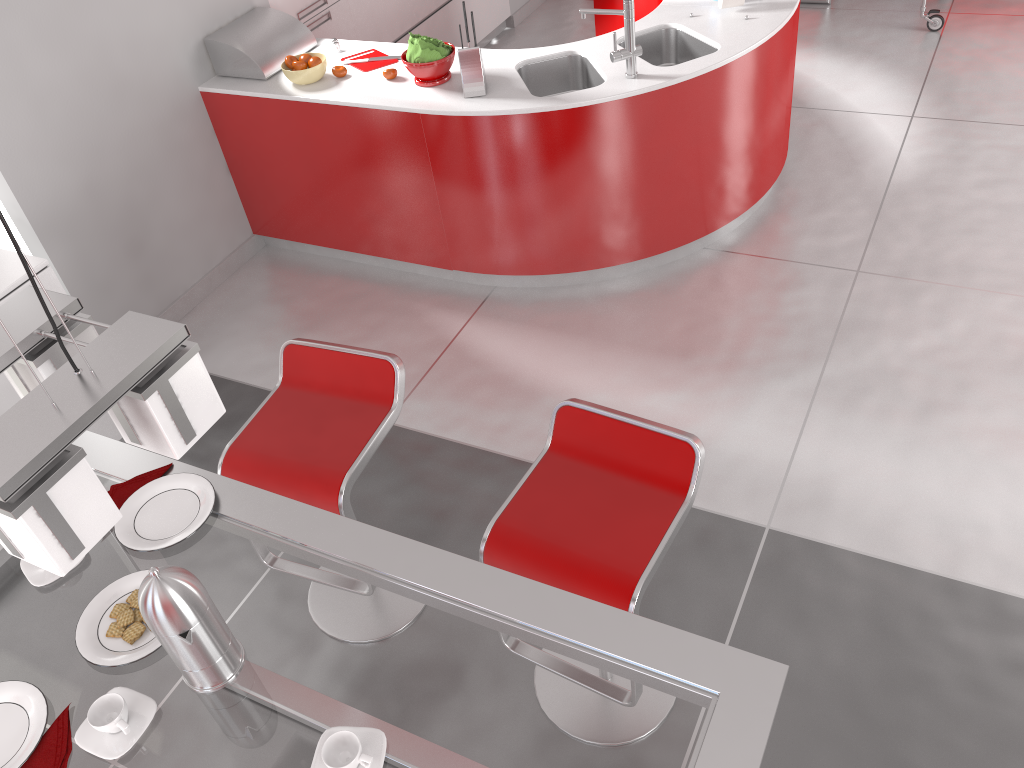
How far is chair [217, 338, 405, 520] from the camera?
2.3 meters

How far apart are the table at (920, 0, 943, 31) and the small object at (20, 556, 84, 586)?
5.8m

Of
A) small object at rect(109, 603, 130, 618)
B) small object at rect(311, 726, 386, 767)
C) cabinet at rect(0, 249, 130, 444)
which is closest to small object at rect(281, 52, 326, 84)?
cabinet at rect(0, 249, 130, 444)

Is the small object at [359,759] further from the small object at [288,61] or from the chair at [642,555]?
the small object at [288,61]

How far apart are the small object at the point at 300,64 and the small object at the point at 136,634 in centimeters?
288cm

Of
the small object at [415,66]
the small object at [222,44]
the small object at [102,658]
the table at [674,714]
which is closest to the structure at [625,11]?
the small object at [415,66]

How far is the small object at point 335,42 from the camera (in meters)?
4.13

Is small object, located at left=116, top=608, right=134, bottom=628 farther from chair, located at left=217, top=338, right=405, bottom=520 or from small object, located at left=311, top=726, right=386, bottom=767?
chair, located at left=217, top=338, right=405, bottom=520

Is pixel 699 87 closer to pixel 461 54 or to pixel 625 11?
pixel 625 11

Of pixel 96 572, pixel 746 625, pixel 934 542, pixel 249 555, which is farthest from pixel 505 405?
pixel 96 572
